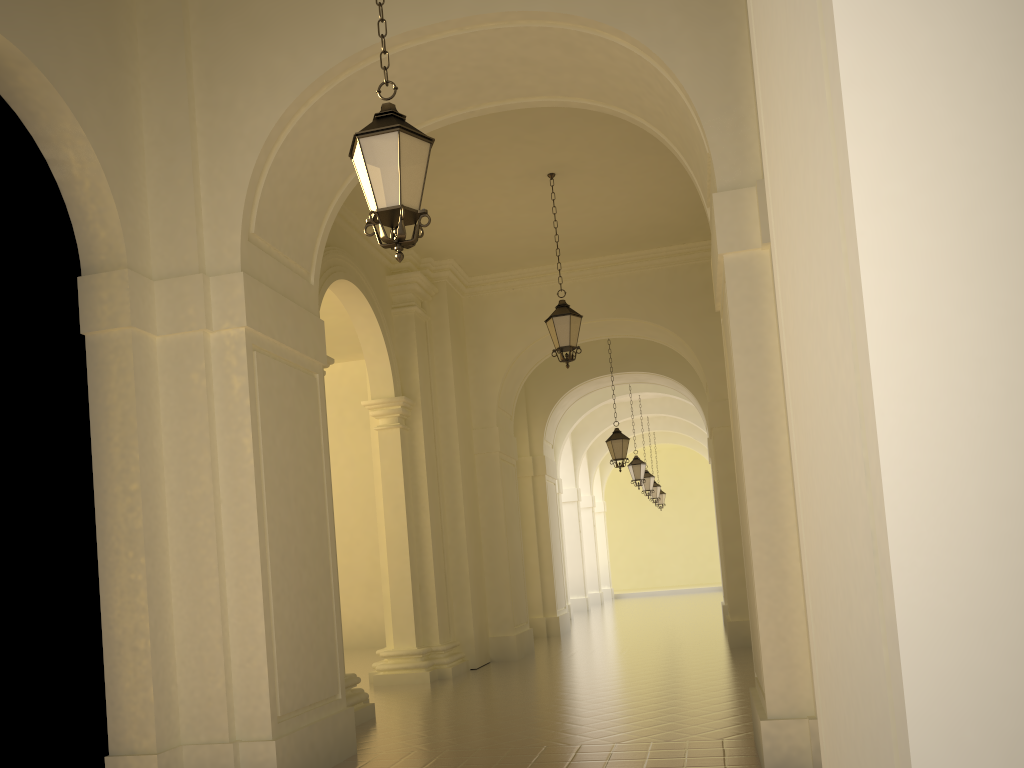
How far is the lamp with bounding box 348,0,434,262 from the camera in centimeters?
492cm

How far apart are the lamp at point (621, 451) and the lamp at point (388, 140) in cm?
1265

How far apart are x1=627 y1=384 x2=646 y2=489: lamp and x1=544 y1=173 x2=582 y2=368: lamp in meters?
11.3

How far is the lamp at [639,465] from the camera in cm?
2219

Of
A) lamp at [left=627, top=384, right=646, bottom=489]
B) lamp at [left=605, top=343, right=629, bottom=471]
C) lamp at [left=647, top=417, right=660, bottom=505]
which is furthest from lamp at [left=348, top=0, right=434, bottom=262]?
lamp at [left=647, top=417, right=660, bottom=505]

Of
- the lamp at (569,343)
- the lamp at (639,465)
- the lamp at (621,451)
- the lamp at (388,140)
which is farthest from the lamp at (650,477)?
the lamp at (388,140)

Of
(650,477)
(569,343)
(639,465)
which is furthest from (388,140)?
(650,477)

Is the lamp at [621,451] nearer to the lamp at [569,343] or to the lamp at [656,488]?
the lamp at [569,343]

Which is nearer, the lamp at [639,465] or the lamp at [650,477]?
the lamp at [639,465]

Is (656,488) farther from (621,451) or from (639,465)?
(621,451)
